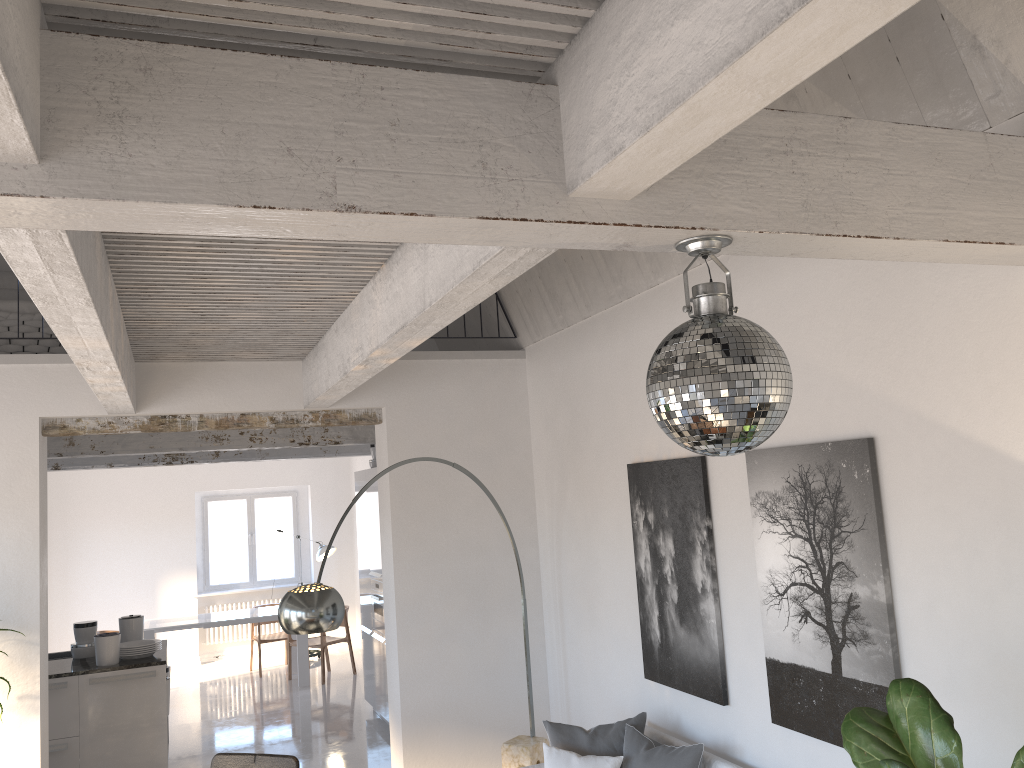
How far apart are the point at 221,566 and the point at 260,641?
2.1 meters

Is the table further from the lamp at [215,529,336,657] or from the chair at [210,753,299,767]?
the chair at [210,753,299,767]

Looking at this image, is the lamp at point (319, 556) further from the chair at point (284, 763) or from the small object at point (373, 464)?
the chair at point (284, 763)

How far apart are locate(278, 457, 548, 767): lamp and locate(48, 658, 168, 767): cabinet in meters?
2.7 m

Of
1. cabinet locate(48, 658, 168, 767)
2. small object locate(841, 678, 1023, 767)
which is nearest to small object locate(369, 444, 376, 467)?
cabinet locate(48, 658, 168, 767)

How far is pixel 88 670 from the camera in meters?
6.5 m

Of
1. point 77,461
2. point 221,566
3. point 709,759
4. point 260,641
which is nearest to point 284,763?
point 709,759

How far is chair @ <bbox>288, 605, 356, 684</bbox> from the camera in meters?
10.4 m

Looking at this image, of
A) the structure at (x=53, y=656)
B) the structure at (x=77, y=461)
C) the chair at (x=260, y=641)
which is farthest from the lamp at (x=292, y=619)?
the chair at (x=260, y=641)

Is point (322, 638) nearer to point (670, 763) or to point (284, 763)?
point (284, 763)
